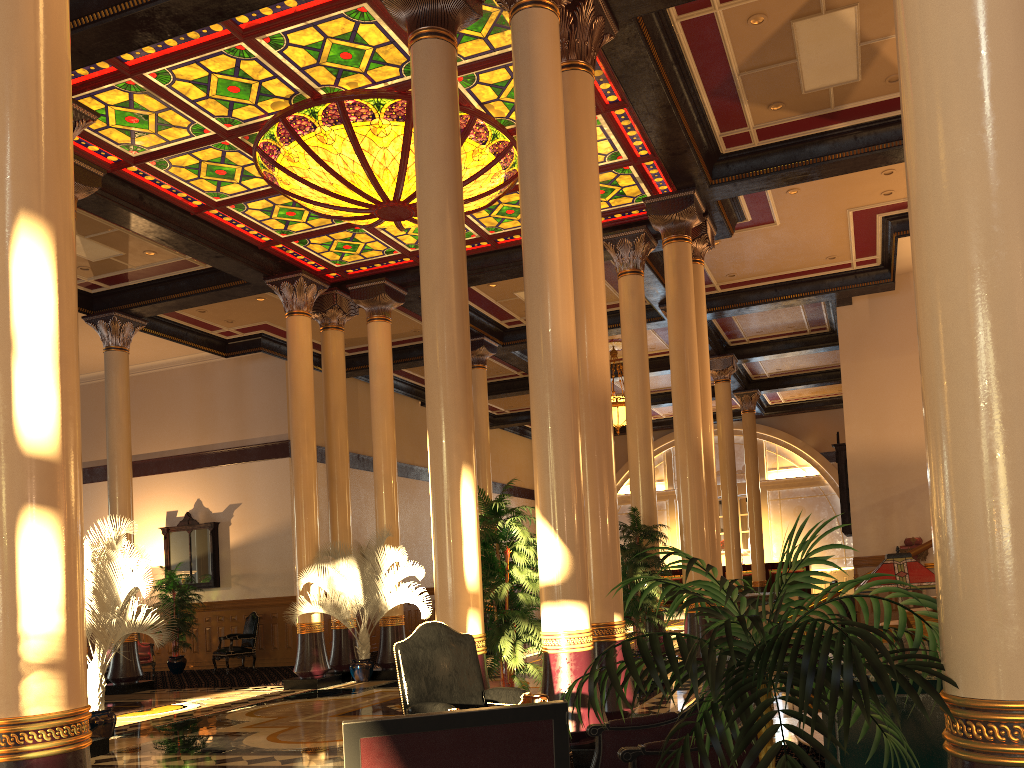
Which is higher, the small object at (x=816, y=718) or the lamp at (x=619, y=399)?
the lamp at (x=619, y=399)

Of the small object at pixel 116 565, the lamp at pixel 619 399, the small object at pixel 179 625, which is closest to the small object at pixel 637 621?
the small object at pixel 116 565

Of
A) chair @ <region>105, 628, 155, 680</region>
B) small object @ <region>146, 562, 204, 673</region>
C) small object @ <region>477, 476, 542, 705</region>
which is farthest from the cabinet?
chair @ <region>105, 628, 155, 680</region>

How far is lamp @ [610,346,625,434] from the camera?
18.0 meters

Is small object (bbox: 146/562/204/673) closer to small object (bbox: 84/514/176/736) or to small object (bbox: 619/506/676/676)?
small object (bbox: 84/514/176/736)

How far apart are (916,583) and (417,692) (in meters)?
2.48

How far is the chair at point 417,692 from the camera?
4.39m

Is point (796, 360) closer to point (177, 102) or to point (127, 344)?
point (127, 344)

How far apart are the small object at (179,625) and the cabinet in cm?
1553

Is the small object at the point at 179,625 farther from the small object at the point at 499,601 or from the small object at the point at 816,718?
the small object at the point at 816,718
